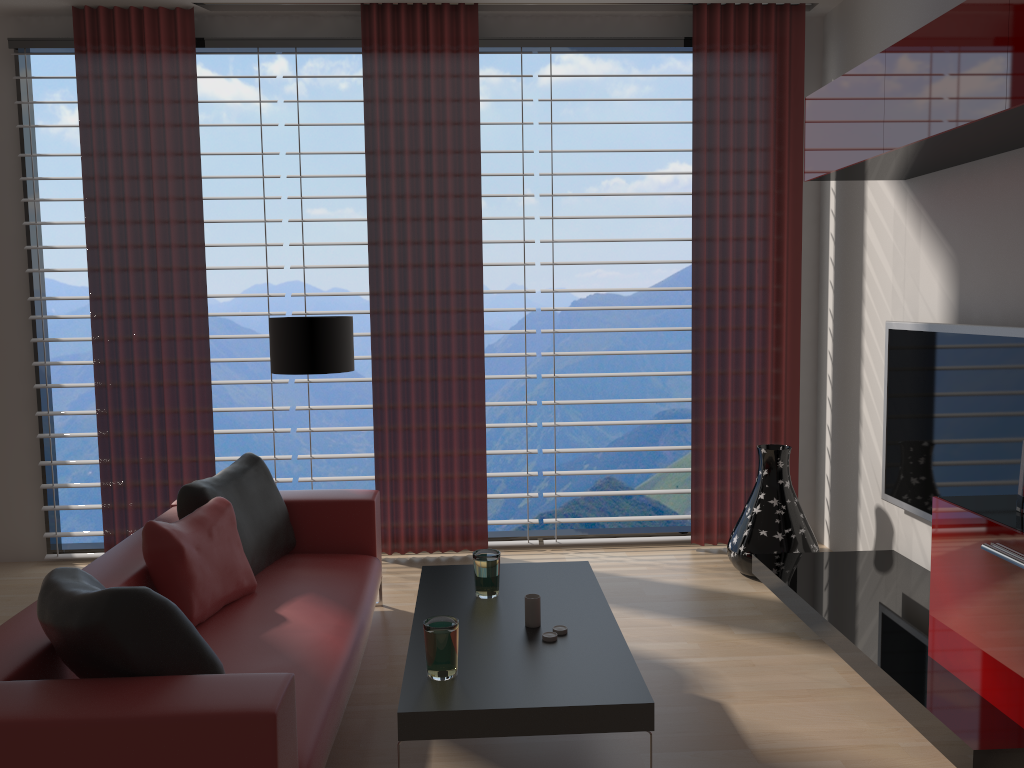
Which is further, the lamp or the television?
the lamp

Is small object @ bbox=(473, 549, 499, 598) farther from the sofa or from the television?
the television

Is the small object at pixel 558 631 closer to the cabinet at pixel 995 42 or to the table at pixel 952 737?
the table at pixel 952 737

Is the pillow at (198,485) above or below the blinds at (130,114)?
below

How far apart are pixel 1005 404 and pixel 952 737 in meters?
1.8

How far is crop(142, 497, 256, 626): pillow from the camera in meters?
4.2

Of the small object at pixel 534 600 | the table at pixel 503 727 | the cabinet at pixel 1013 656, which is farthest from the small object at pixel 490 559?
the cabinet at pixel 1013 656

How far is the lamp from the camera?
5.87m

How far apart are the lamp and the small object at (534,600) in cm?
259

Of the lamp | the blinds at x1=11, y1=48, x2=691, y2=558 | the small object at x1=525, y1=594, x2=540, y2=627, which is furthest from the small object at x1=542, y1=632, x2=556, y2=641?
A: the blinds at x1=11, y1=48, x2=691, y2=558
